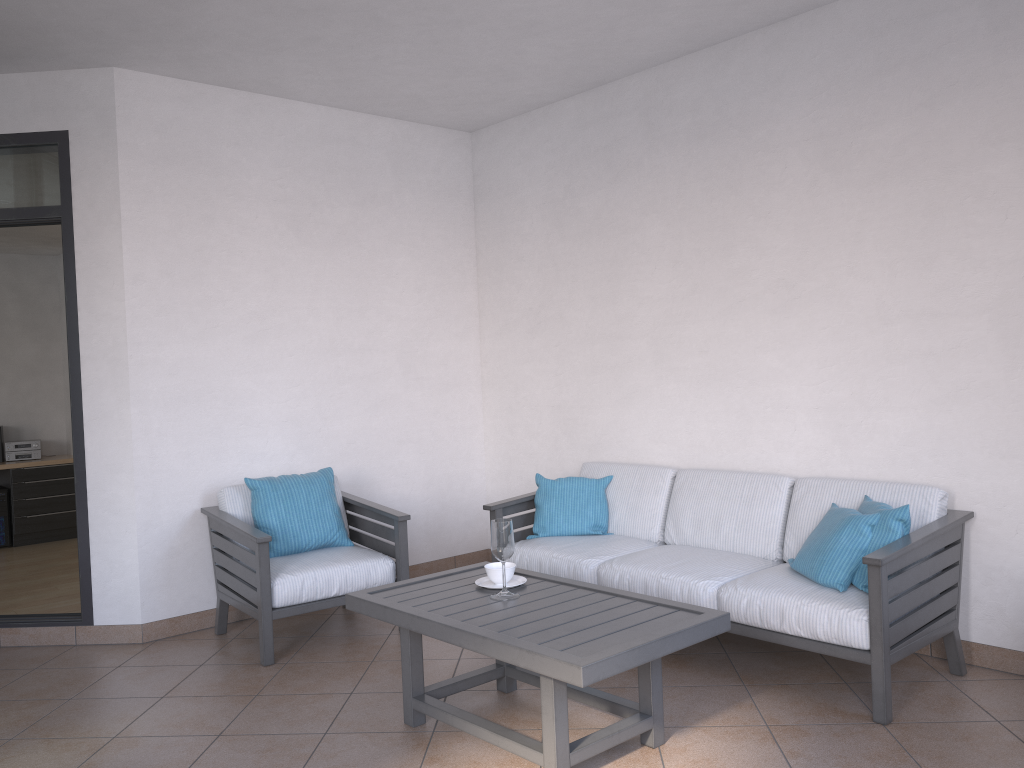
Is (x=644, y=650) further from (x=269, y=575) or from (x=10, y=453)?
(x=10, y=453)

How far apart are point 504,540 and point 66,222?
2.88m

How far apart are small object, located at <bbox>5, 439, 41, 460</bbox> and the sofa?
5.6 meters

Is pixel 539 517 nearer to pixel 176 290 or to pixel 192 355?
pixel 192 355

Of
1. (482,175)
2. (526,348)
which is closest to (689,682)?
(526,348)

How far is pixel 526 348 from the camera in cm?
563

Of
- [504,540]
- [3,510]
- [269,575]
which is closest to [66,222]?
[269,575]

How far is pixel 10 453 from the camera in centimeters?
814cm

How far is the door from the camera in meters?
4.5 m

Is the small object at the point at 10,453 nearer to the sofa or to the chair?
the chair
